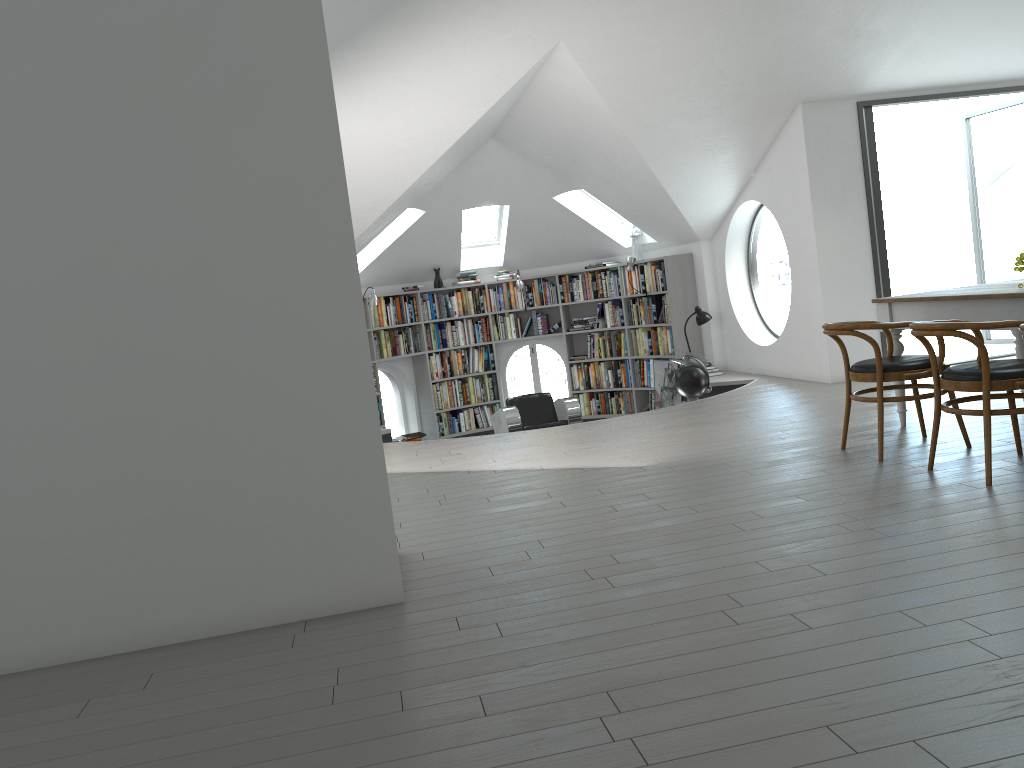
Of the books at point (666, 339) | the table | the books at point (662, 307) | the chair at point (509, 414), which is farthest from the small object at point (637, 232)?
the table

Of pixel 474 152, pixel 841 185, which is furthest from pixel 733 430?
pixel 474 152

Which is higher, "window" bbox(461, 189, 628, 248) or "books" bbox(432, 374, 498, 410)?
"window" bbox(461, 189, 628, 248)

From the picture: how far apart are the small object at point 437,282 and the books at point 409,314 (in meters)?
0.16

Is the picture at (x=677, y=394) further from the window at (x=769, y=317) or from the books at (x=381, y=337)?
the books at (x=381, y=337)

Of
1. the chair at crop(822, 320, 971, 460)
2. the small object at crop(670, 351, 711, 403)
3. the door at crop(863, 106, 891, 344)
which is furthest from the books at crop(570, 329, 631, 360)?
the chair at crop(822, 320, 971, 460)

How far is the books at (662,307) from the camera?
10.4m

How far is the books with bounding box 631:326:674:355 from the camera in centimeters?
1046cm

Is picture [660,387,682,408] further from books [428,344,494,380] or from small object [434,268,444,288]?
small object [434,268,444,288]

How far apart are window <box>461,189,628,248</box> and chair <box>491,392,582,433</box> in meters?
2.7 m
